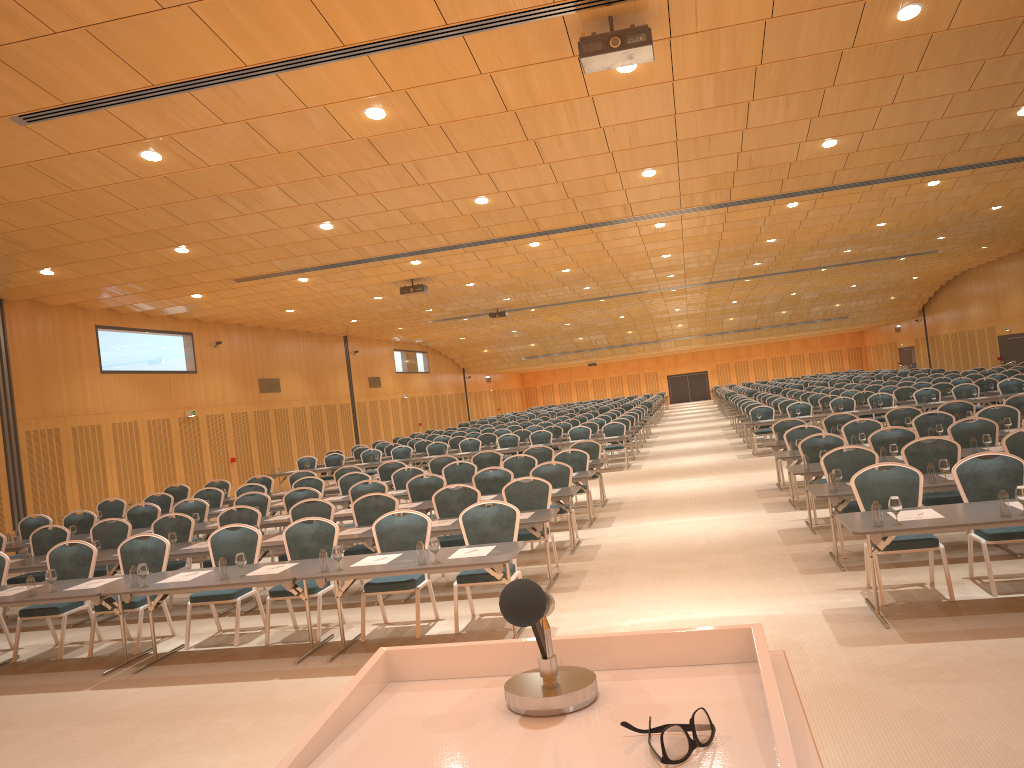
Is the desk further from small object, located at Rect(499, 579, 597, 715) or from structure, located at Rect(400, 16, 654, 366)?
small object, located at Rect(499, 579, 597, 715)

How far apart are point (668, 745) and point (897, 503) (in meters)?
6.20

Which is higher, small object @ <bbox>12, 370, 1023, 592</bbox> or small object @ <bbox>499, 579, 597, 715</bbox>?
small object @ <bbox>499, 579, 597, 715</bbox>

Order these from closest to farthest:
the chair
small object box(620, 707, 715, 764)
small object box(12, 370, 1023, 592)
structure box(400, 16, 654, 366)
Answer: small object box(620, 707, 715, 764) < small object box(12, 370, 1023, 592) < structure box(400, 16, 654, 366) < the chair

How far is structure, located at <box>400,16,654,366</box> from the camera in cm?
711

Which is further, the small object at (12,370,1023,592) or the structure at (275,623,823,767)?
the small object at (12,370,1023,592)

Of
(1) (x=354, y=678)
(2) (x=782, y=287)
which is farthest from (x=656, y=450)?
(1) (x=354, y=678)

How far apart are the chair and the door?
2.83m

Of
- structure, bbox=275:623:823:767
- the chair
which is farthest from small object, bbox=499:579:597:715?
the chair

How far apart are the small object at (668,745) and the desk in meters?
5.9 m
